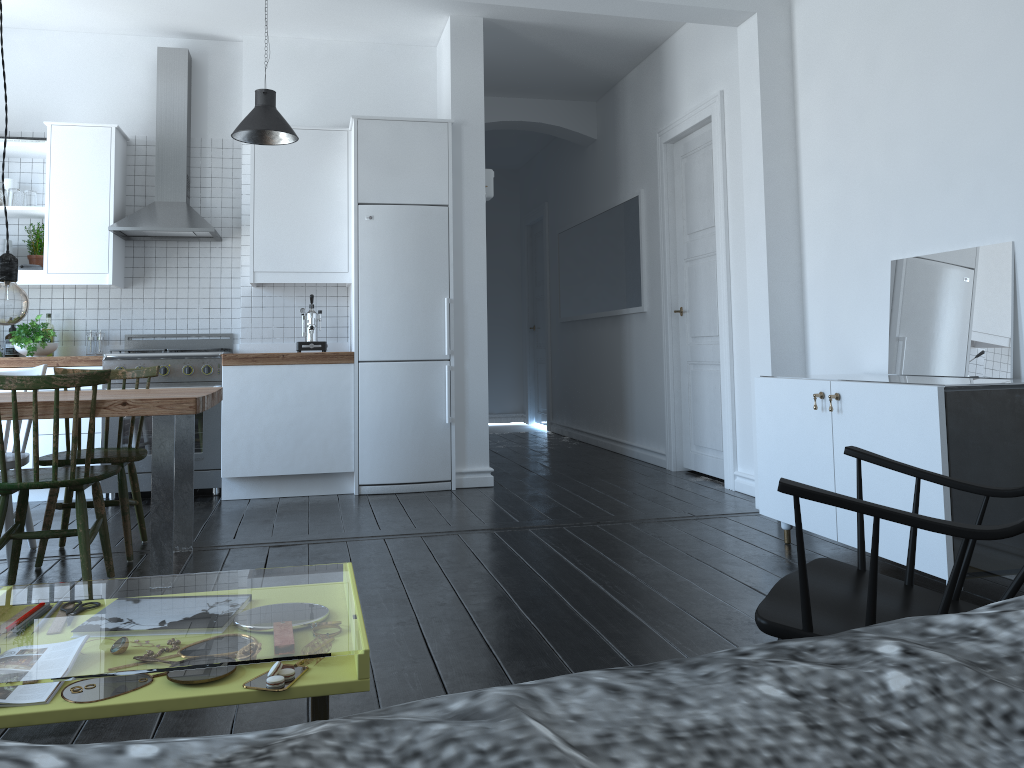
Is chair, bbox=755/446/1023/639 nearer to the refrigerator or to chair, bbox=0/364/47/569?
chair, bbox=0/364/47/569

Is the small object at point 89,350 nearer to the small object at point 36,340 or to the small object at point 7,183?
the small object at point 36,340

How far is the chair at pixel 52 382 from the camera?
3.1m

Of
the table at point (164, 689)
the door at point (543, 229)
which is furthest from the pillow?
the door at point (543, 229)

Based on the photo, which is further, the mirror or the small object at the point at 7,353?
the small object at the point at 7,353

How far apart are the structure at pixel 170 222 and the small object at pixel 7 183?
0.75m

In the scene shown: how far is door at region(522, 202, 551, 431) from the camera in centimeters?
952cm

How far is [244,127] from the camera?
4.89m

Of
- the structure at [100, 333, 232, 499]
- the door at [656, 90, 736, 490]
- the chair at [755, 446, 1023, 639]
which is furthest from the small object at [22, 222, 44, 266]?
the chair at [755, 446, 1023, 639]

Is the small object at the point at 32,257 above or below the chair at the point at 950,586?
above
